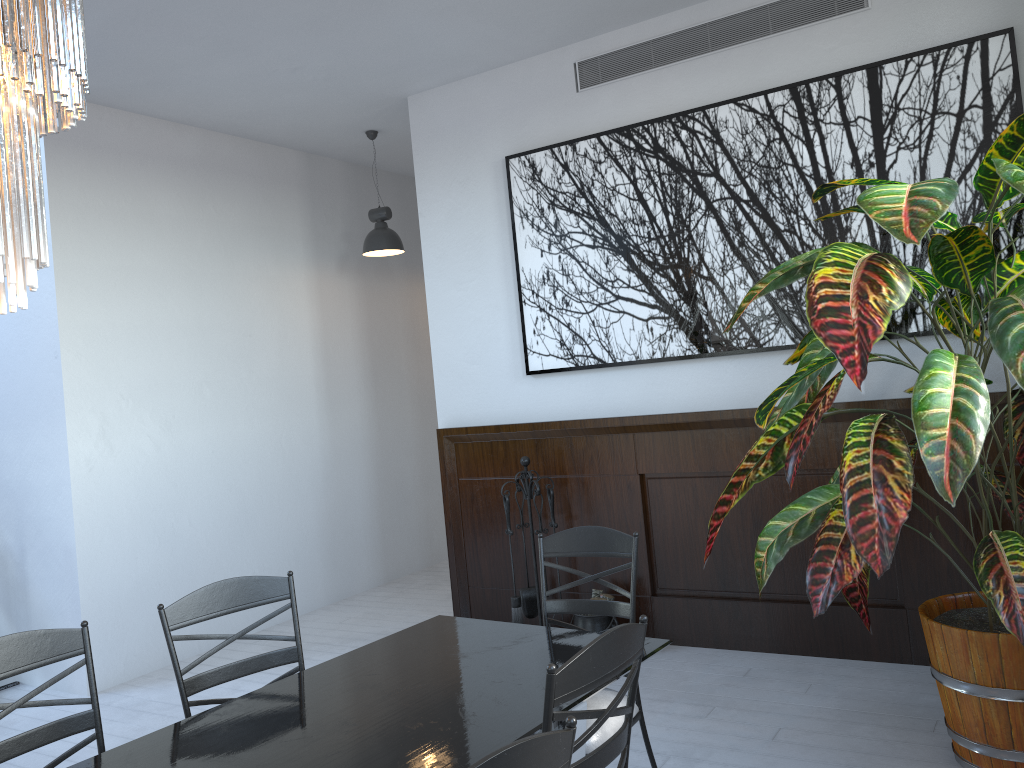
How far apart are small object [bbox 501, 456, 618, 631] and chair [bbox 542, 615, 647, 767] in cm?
267

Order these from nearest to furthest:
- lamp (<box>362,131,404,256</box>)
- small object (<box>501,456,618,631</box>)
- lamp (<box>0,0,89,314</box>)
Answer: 1. lamp (<box>0,0,89,314</box>)
2. small object (<box>501,456,618,631</box>)
3. lamp (<box>362,131,404,256</box>)

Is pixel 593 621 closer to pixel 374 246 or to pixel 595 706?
pixel 595 706

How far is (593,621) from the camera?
4.62m

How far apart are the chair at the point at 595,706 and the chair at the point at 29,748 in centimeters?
133cm

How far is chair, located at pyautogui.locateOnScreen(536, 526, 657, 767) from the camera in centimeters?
272cm

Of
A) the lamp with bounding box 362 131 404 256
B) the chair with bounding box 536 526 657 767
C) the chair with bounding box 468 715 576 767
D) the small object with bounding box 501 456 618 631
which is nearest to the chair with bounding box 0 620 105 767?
the chair with bounding box 536 526 657 767

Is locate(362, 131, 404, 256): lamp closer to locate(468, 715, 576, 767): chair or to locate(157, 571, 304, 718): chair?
locate(157, 571, 304, 718): chair

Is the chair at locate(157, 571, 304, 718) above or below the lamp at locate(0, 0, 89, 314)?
below

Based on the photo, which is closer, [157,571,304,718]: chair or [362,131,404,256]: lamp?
[157,571,304,718]: chair
